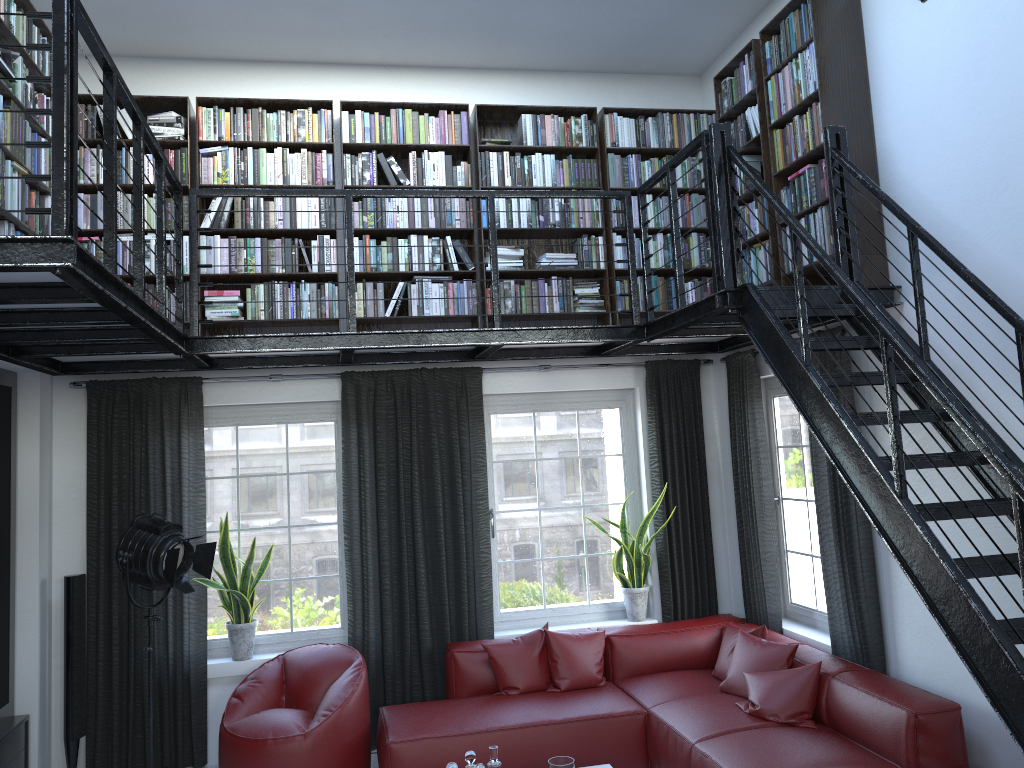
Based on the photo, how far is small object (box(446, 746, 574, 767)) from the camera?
3.9m

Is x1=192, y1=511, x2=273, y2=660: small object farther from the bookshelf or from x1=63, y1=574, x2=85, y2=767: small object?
the bookshelf

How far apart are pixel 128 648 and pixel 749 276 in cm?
441

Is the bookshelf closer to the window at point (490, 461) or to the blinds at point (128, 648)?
the blinds at point (128, 648)

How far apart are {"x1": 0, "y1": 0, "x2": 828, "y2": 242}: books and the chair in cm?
281

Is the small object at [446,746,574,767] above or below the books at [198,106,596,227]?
below

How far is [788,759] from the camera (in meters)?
3.99

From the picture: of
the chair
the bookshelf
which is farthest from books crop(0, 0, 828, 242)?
the chair

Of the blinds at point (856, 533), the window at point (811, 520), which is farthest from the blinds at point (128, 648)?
the window at point (811, 520)

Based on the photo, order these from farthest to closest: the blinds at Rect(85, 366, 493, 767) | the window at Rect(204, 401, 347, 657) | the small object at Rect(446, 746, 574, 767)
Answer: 1. the window at Rect(204, 401, 347, 657)
2. the blinds at Rect(85, 366, 493, 767)
3. the small object at Rect(446, 746, 574, 767)
